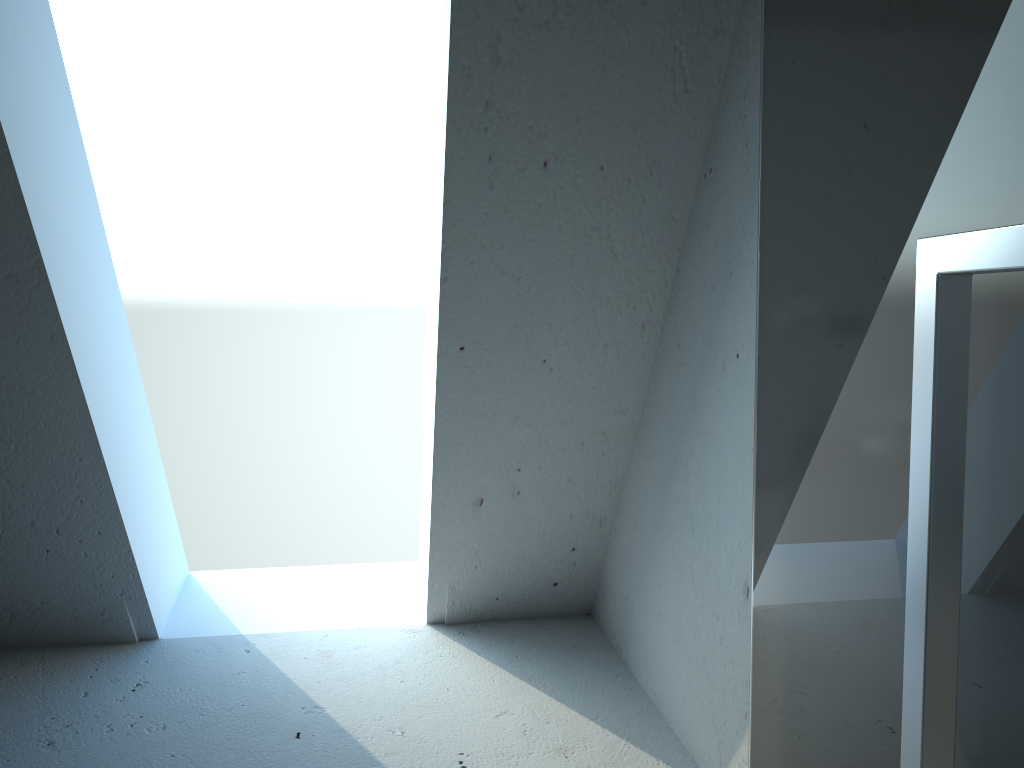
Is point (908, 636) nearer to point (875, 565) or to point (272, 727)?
point (875, 565)

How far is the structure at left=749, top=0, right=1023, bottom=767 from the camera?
0.7 meters

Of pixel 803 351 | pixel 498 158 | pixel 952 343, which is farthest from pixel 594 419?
pixel 952 343

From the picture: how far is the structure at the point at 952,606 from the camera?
0.7m

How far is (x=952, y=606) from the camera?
0.7m
